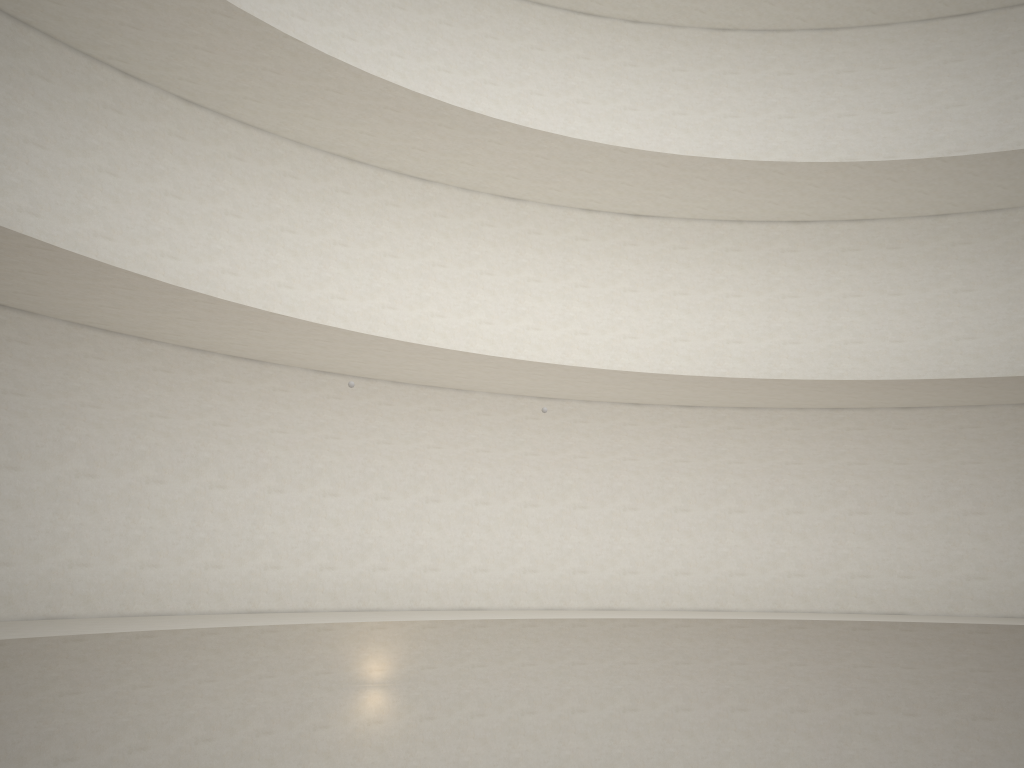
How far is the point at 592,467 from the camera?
17.7m

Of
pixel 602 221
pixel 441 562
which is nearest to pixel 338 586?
pixel 441 562

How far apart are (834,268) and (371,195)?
9.9m
